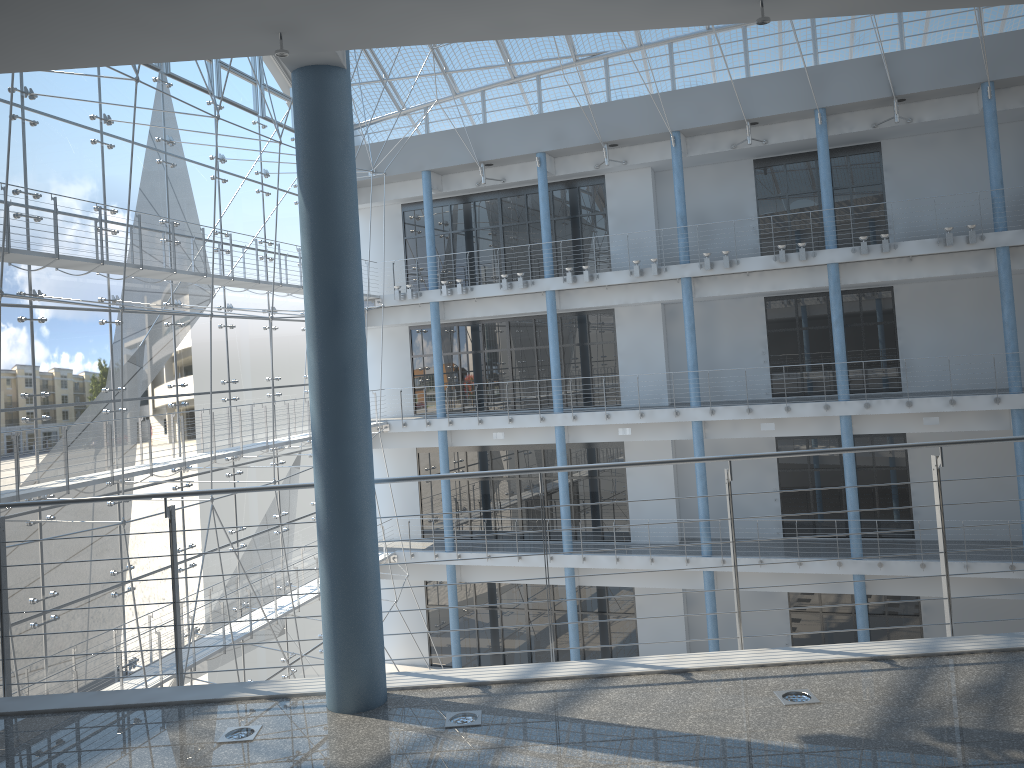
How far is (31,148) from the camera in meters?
2.1 m

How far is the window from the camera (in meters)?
2.14

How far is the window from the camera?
2.14m
